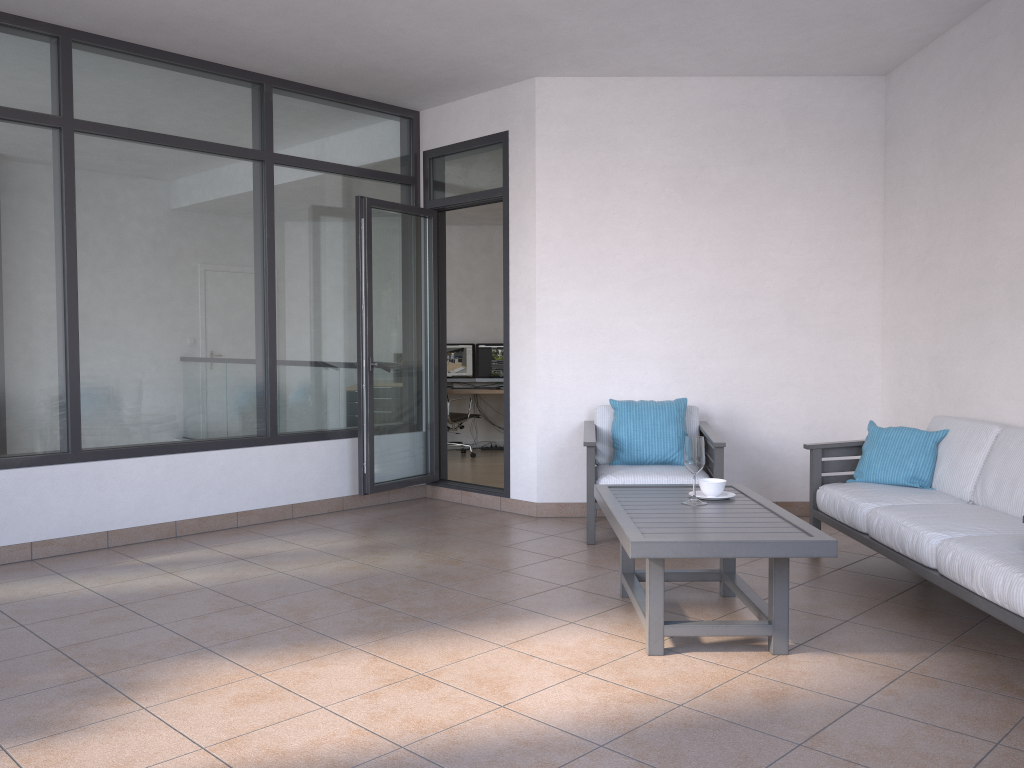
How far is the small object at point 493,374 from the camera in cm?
1057

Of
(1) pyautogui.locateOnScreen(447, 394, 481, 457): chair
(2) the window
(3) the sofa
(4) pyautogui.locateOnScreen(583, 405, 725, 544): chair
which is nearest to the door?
(2) the window

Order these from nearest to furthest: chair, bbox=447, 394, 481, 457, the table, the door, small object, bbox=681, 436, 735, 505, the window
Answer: the table, small object, bbox=681, 436, 735, 505, the window, the door, chair, bbox=447, 394, 481, 457

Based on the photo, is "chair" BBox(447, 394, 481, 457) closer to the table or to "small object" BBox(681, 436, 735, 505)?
the table

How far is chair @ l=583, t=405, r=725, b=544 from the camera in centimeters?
506cm

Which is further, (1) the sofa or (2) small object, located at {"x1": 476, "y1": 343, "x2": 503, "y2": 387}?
(2) small object, located at {"x1": 476, "y1": 343, "x2": 503, "y2": 387}

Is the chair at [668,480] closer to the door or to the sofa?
the sofa

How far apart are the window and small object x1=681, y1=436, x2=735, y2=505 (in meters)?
3.01

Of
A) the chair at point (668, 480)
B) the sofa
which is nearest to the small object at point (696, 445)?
the sofa

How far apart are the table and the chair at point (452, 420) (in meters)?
5.59
